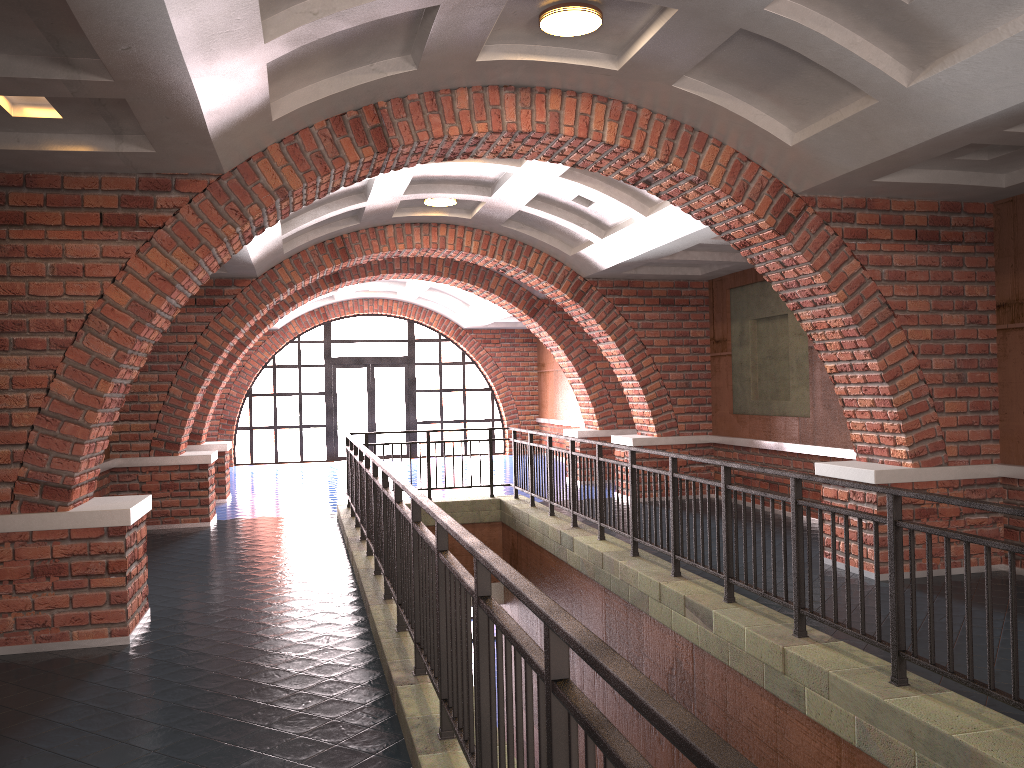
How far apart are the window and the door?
0.2m

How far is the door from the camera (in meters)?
20.65

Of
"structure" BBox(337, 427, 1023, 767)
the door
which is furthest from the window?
"structure" BBox(337, 427, 1023, 767)

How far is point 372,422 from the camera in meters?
20.6

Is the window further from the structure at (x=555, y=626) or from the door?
the structure at (x=555, y=626)

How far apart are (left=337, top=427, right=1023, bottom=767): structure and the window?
9.3m

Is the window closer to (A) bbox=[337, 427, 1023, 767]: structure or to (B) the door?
(B) the door

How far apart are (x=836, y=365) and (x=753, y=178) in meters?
1.8

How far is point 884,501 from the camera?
6.9 meters

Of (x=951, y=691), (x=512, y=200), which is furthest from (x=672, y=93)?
(x=951, y=691)
